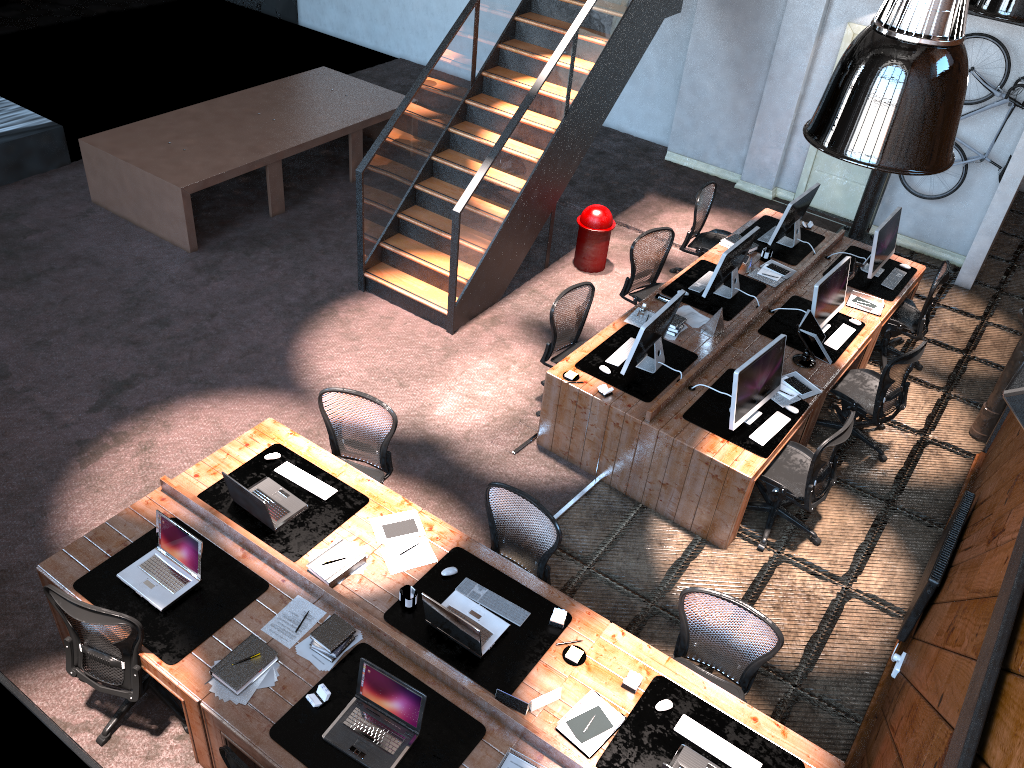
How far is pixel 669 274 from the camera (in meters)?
9.71

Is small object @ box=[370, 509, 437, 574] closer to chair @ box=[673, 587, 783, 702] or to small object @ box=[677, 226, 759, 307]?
chair @ box=[673, 587, 783, 702]

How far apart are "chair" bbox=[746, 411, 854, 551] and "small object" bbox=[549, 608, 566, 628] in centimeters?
218cm

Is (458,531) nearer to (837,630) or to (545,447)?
(545,447)

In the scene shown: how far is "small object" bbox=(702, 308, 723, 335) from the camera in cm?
732

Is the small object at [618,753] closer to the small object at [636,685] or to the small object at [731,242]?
the small object at [636,685]

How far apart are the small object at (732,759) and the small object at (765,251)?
5.2m

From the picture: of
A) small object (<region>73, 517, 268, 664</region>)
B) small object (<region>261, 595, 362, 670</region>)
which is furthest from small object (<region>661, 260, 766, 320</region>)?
small object (<region>73, 517, 268, 664</region>)

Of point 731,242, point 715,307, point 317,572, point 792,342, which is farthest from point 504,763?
point 731,242

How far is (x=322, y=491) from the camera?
5.6 meters
